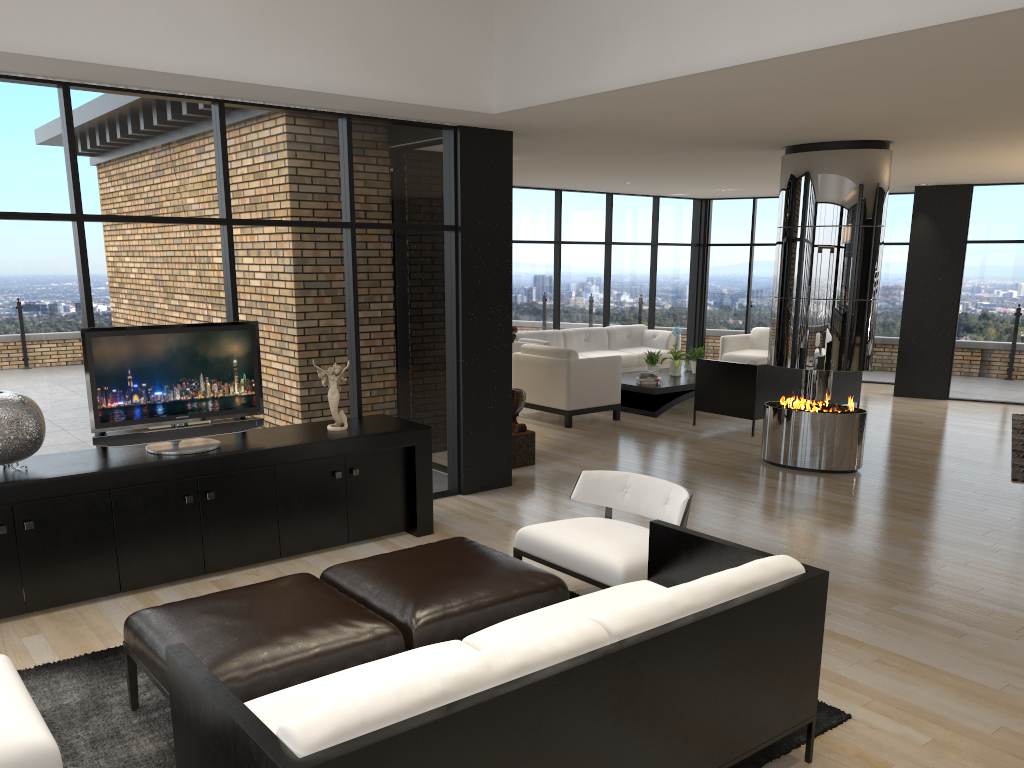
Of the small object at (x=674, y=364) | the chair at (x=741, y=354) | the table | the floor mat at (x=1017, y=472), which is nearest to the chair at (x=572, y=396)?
the table

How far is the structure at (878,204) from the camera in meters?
7.3 m

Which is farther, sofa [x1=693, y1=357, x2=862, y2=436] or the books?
the books

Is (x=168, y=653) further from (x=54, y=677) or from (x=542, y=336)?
(x=542, y=336)

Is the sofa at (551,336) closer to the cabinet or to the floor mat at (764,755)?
the cabinet

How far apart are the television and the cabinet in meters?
0.0

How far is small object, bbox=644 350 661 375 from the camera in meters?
11.1 m

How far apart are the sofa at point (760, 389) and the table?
0.6 meters

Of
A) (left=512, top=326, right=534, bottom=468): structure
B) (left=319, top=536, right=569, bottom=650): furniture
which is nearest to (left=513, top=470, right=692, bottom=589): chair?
(left=319, top=536, right=569, bottom=650): furniture

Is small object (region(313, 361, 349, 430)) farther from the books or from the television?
the books
